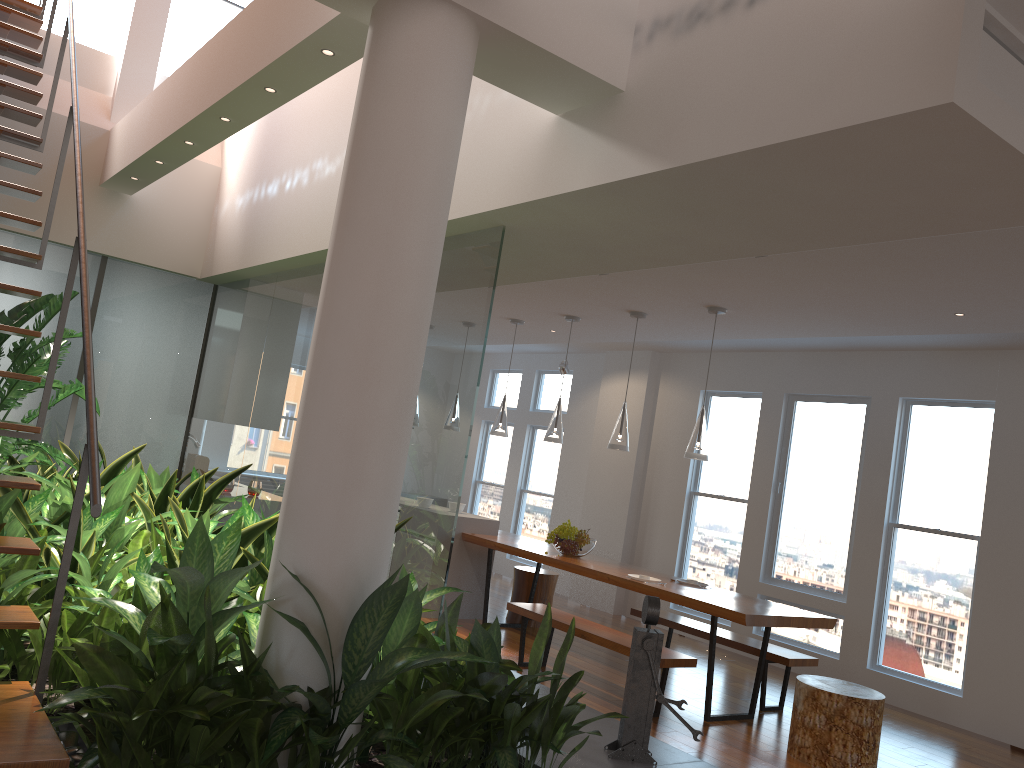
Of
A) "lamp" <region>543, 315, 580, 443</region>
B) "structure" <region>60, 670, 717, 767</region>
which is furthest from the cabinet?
"structure" <region>60, 670, 717, 767</region>

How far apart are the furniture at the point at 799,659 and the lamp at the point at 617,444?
1.3m

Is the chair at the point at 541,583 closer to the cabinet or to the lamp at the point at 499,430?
the cabinet

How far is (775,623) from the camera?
5.1m

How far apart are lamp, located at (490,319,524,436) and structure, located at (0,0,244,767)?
3.9m

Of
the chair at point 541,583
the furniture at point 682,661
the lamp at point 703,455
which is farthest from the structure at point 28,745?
the chair at point 541,583

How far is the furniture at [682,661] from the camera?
5.0m

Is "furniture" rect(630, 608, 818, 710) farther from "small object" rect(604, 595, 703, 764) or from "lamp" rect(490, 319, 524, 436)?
"small object" rect(604, 595, 703, 764)

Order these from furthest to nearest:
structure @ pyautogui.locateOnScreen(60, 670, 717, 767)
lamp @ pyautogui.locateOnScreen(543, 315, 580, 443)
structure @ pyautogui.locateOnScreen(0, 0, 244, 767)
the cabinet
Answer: the cabinet < lamp @ pyautogui.locateOnScreen(543, 315, 580, 443) < structure @ pyautogui.locateOnScreen(60, 670, 717, 767) < structure @ pyautogui.locateOnScreen(0, 0, 244, 767)

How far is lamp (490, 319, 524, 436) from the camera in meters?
7.4 m
